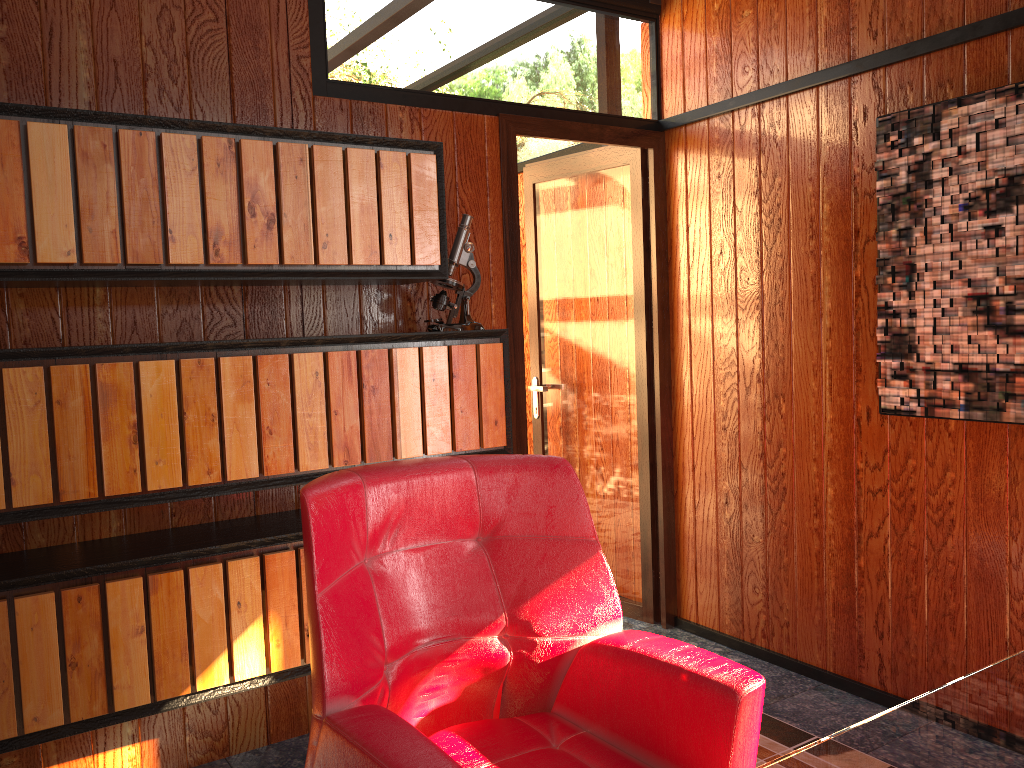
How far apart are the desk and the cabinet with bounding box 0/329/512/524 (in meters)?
1.49

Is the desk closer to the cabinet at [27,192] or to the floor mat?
the floor mat

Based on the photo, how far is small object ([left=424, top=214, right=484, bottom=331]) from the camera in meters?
2.7 m

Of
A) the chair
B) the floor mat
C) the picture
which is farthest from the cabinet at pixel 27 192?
the floor mat

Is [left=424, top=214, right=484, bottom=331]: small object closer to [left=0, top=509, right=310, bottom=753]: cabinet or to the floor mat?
[left=0, top=509, right=310, bottom=753]: cabinet

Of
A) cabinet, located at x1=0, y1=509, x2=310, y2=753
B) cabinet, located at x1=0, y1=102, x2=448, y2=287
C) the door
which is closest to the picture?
the door

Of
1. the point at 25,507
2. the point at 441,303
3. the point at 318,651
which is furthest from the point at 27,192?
the point at 318,651

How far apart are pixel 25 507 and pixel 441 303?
1.2m

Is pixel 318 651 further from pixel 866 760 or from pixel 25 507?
pixel 25 507

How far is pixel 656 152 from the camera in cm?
337
